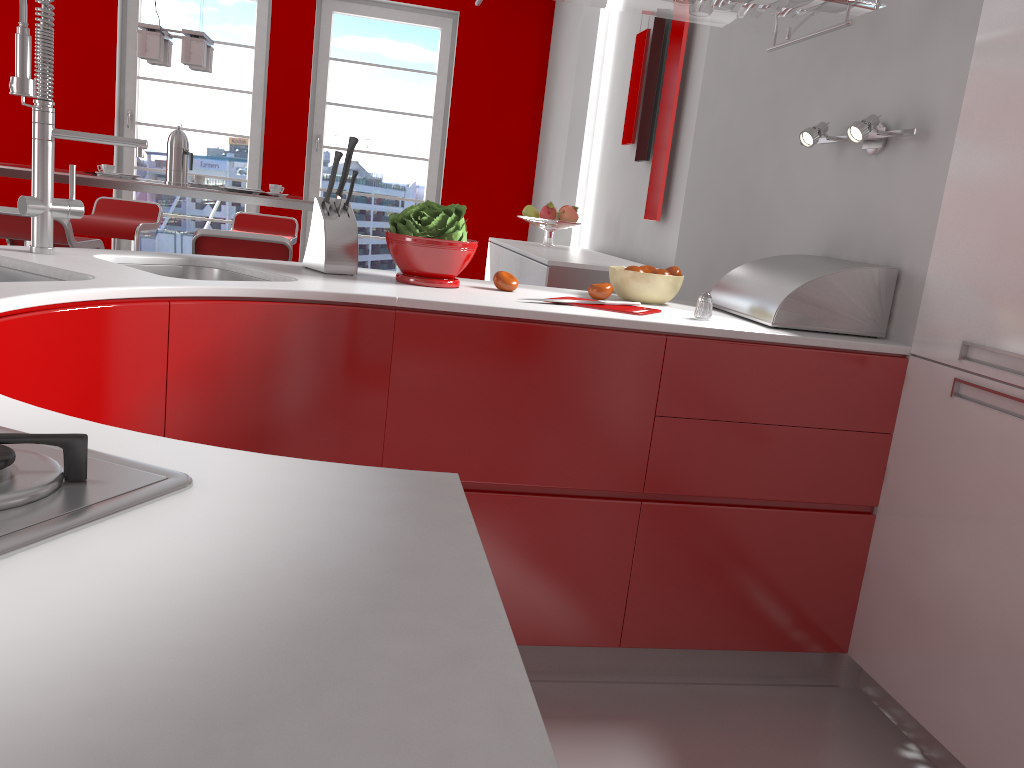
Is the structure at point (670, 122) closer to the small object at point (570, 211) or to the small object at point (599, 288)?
the small object at point (570, 211)

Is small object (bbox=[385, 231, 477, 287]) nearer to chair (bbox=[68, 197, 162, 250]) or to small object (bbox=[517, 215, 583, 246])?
small object (bbox=[517, 215, 583, 246])

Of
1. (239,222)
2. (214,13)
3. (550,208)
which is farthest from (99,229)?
(550,208)

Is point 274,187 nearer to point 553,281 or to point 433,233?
point 553,281

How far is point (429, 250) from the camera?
2.08m

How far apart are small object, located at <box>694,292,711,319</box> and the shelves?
0.7 meters

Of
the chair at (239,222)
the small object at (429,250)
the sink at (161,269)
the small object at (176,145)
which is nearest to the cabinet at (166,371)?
the small object at (429,250)

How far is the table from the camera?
4.05m

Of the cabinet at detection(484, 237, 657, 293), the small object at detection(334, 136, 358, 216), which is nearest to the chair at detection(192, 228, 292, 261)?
the cabinet at detection(484, 237, 657, 293)

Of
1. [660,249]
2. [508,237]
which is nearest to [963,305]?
[660,249]
